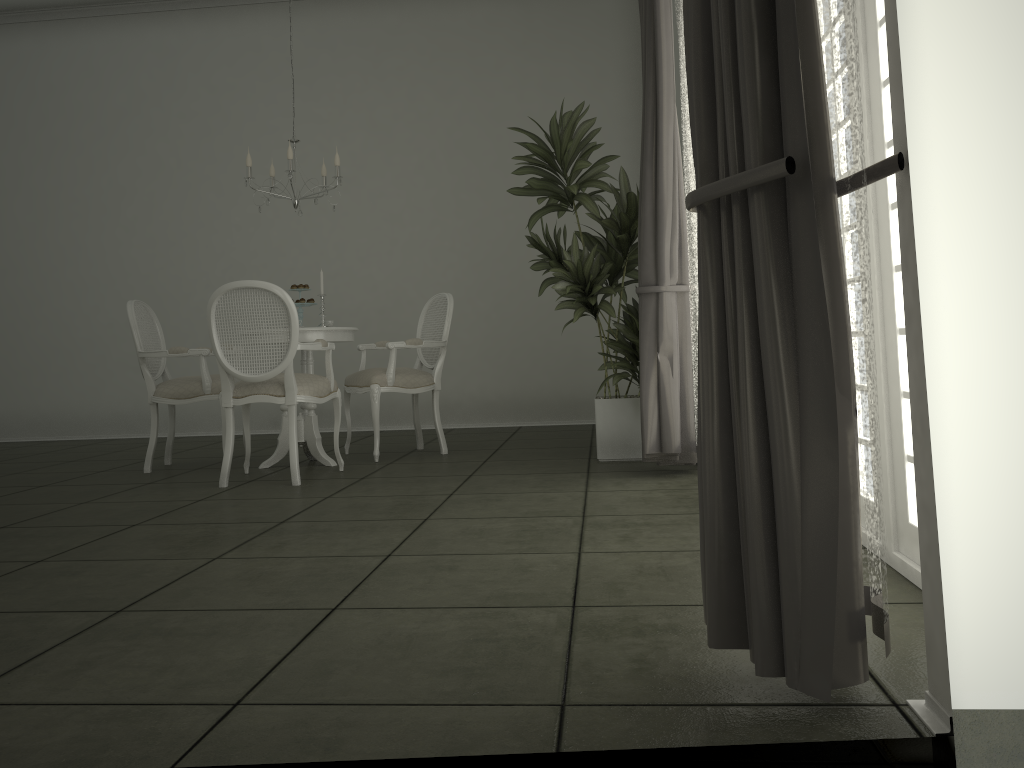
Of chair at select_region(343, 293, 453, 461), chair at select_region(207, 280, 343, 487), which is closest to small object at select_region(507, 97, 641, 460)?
chair at select_region(343, 293, 453, 461)

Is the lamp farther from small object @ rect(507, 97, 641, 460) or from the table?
small object @ rect(507, 97, 641, 460)

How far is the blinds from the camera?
1.55m

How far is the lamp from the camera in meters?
5.1 m

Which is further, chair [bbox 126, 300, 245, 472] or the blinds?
chair [bbox 126, 300, 245, 472]

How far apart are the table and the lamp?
0.85m

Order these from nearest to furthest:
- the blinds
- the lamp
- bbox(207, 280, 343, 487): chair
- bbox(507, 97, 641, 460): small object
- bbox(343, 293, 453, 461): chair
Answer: the blinds → bbox(207, 280, 343, 487): chair → bbox(507, 97, 641, 460): small object → the lamp → bbox(343, 293, 453, 461): chair

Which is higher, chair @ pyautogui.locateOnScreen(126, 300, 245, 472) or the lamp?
the lamp

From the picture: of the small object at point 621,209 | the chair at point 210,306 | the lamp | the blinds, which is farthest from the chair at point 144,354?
the blinds

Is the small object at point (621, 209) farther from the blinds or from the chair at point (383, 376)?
the chair at point (383, 376)
